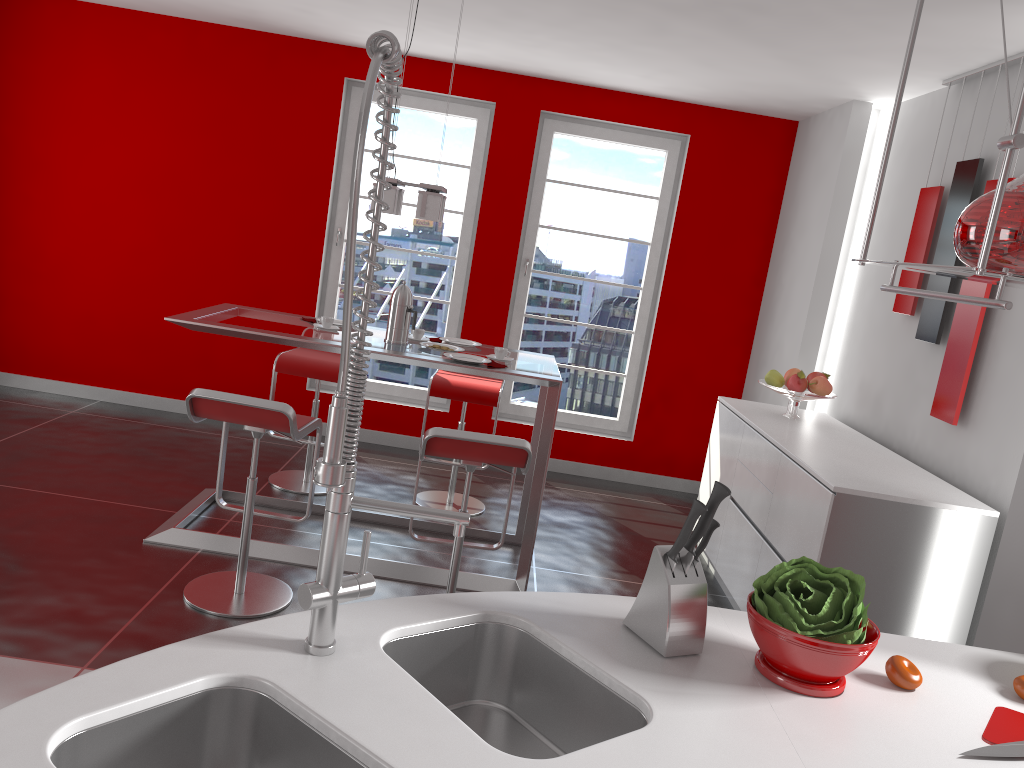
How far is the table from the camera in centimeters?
377cm

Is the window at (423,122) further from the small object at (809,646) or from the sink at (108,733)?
the sink at (108,733)

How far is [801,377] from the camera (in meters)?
4.43

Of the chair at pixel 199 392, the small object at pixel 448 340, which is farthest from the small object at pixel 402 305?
the chair at pixel 199 392

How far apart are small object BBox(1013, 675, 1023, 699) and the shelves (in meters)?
0.74

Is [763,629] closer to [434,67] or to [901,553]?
[901,553]

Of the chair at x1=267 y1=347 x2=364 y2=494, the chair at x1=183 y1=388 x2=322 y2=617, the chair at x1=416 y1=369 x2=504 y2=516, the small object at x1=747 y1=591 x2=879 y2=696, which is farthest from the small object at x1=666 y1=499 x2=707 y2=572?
the chair at x1=267 y1=347 x2=364 y2=494

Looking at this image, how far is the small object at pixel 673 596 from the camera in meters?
1.6 m

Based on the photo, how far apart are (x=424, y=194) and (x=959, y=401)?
2.4 meters

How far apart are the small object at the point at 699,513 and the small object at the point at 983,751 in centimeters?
55cm
